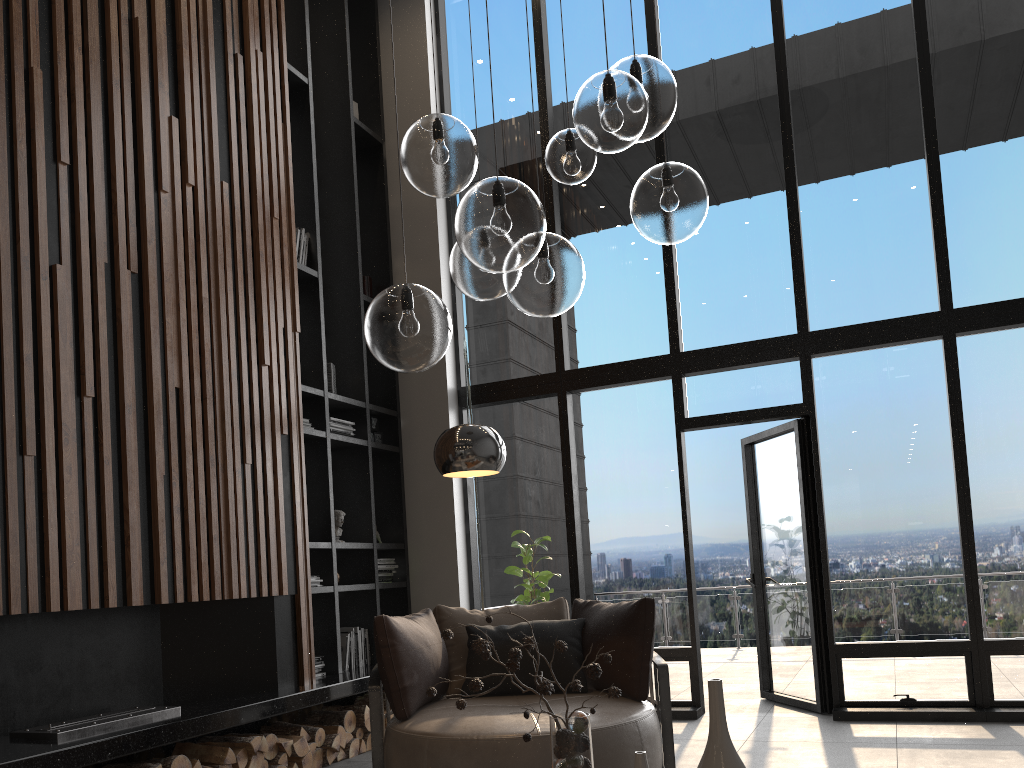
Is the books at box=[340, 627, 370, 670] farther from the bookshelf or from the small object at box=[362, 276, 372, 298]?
the small object at box=[362, 276, 372, 298]

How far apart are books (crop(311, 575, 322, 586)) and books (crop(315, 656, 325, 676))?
0.48m

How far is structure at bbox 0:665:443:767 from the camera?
3.4 meters

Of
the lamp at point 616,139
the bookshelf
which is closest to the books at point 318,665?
the bookshelf

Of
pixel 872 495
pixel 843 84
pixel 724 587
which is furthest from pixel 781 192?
pixel 724 587

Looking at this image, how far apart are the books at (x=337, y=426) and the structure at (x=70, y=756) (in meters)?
1.60

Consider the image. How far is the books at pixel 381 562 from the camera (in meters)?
6.39

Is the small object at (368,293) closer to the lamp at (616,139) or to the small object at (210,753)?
the small object at (210,753)

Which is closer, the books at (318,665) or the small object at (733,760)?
the small object at (733,760)

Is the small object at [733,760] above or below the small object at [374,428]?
→ below
